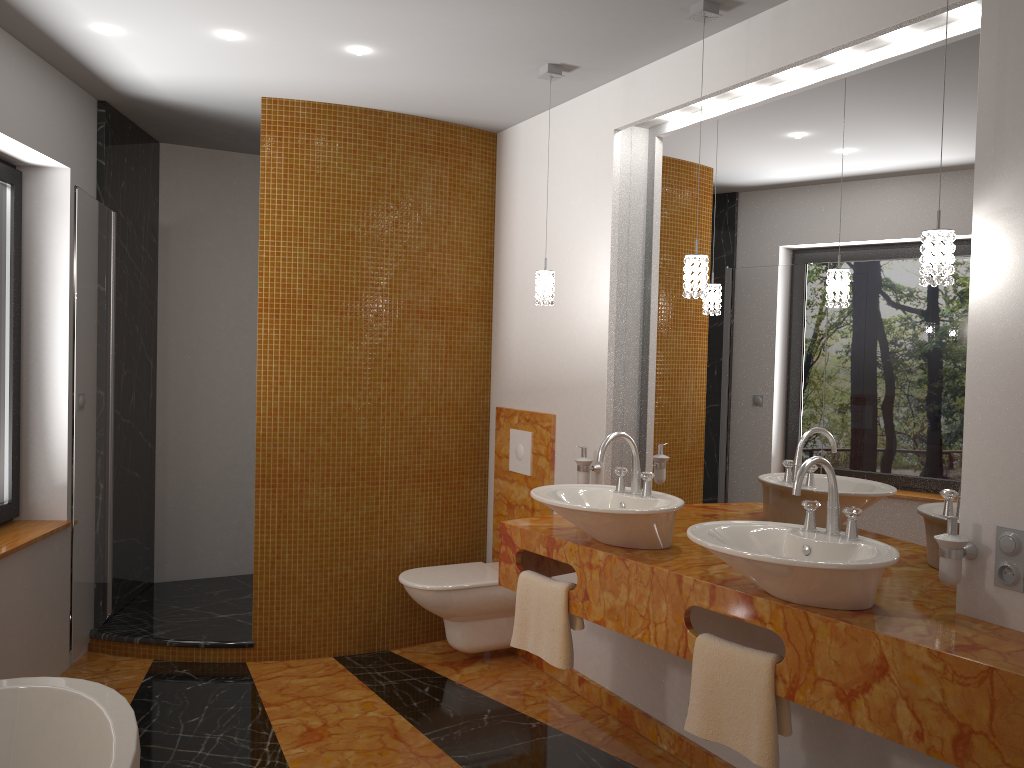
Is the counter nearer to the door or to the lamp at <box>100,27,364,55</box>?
the door

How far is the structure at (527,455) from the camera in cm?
406

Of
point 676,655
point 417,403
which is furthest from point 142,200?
point 676,655

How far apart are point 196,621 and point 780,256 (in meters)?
3.13

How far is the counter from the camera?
1.8m

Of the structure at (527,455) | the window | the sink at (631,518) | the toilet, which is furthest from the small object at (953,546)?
the window

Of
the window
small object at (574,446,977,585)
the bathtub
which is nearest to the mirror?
small object at (574,446,977,585)

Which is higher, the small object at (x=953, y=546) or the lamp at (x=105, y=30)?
the lamp at (x=105, y=30)

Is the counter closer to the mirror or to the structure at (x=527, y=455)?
the mirror

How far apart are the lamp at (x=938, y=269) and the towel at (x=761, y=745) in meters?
1.0 m
